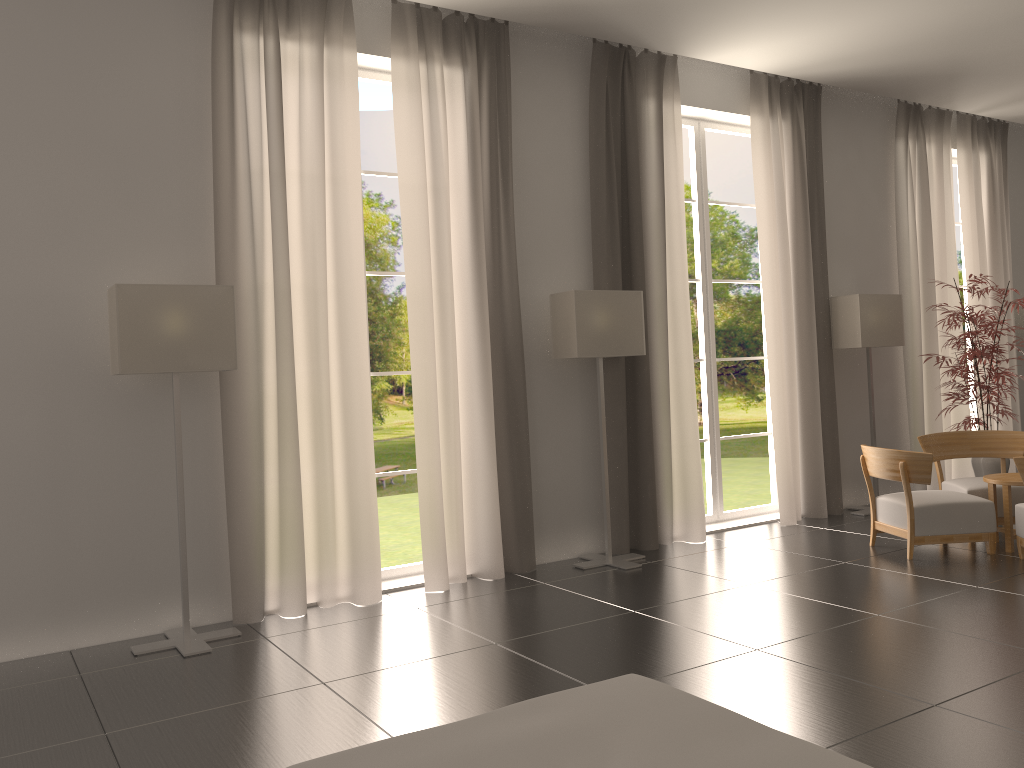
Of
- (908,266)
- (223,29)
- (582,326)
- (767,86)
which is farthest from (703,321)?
(223,29)

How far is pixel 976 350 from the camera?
12.2 meters

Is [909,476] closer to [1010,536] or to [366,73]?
[1010,536]

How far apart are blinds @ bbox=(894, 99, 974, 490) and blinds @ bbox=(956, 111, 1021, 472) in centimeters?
48cm

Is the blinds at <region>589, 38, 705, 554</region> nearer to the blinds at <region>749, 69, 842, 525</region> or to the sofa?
the blinds at <region>749, 69, 842, 525</region>

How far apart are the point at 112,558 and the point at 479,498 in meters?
3.8 m

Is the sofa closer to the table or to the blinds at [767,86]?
the table

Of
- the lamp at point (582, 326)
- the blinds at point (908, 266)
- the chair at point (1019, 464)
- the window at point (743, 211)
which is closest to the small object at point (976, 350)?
the blinds at point (908, 266)

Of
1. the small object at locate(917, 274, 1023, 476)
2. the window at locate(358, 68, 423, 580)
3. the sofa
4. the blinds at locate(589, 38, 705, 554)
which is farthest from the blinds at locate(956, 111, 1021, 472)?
the sofa

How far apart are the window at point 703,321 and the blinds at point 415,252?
3.3m
